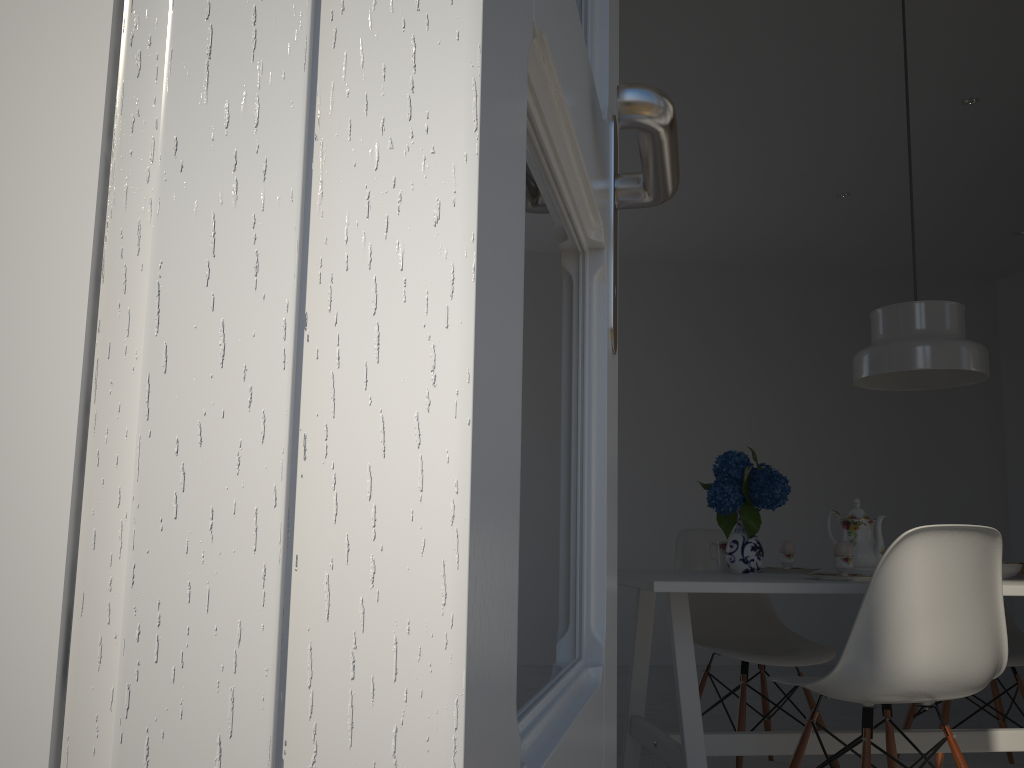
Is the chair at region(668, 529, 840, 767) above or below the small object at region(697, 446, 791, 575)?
below

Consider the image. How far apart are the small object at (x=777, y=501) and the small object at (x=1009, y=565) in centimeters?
68cm

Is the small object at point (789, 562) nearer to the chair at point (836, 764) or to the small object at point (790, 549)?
the small object at point (790, 549)

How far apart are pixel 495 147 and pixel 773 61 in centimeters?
345cm

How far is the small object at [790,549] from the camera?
2.79m

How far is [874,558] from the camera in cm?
252

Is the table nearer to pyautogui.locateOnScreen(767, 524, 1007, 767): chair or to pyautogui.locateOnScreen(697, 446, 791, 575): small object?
pyautogui.locateOnScreen(697, 446, 791, 575): small object

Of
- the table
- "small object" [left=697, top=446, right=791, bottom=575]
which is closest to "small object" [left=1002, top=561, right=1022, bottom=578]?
the table

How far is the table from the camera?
2.10m

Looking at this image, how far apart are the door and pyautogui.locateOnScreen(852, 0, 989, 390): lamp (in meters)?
1.99
